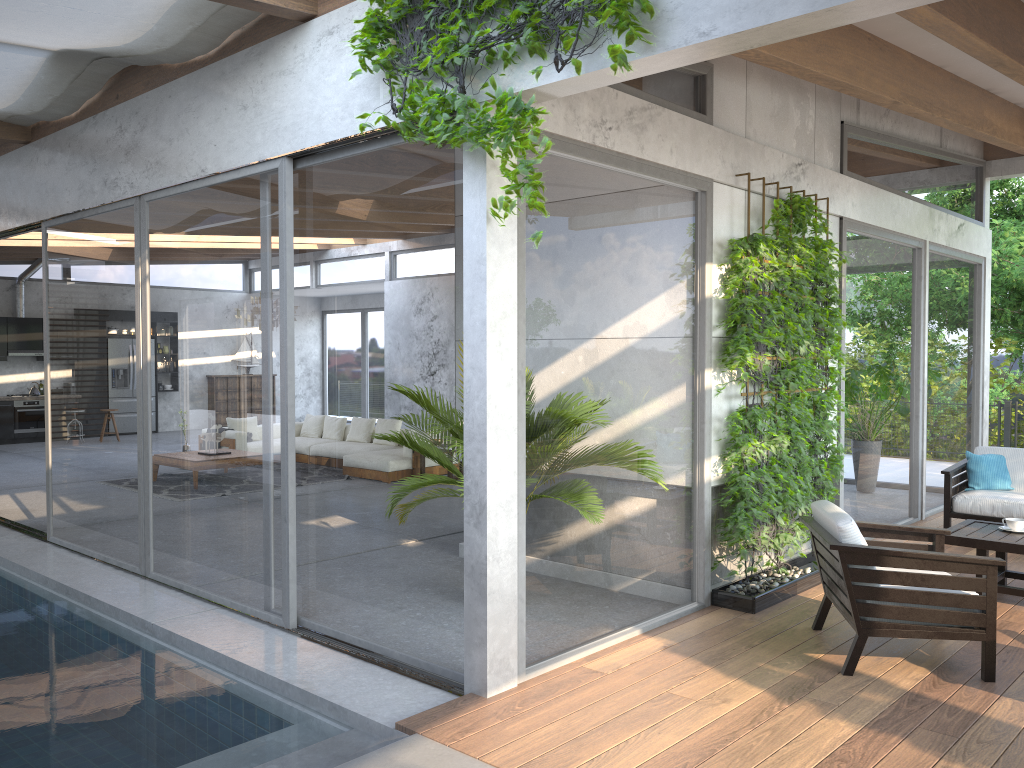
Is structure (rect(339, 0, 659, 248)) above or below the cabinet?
above

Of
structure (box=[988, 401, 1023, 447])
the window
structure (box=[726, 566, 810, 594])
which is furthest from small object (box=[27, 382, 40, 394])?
structure (box=[988, 401, 1023, 447])

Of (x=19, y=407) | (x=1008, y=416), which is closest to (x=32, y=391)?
(x=19, y=407)

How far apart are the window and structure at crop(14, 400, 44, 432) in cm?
247

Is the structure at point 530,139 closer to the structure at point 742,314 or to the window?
the window

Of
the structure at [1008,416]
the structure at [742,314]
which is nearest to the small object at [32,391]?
the structure at [742,314]

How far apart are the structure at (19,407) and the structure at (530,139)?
14.3m

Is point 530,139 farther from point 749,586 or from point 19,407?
point 19,407

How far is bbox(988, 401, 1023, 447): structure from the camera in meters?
12.6

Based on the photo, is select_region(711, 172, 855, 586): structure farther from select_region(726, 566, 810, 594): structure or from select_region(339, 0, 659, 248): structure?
select_region(339, 0, 659, 248): structure
